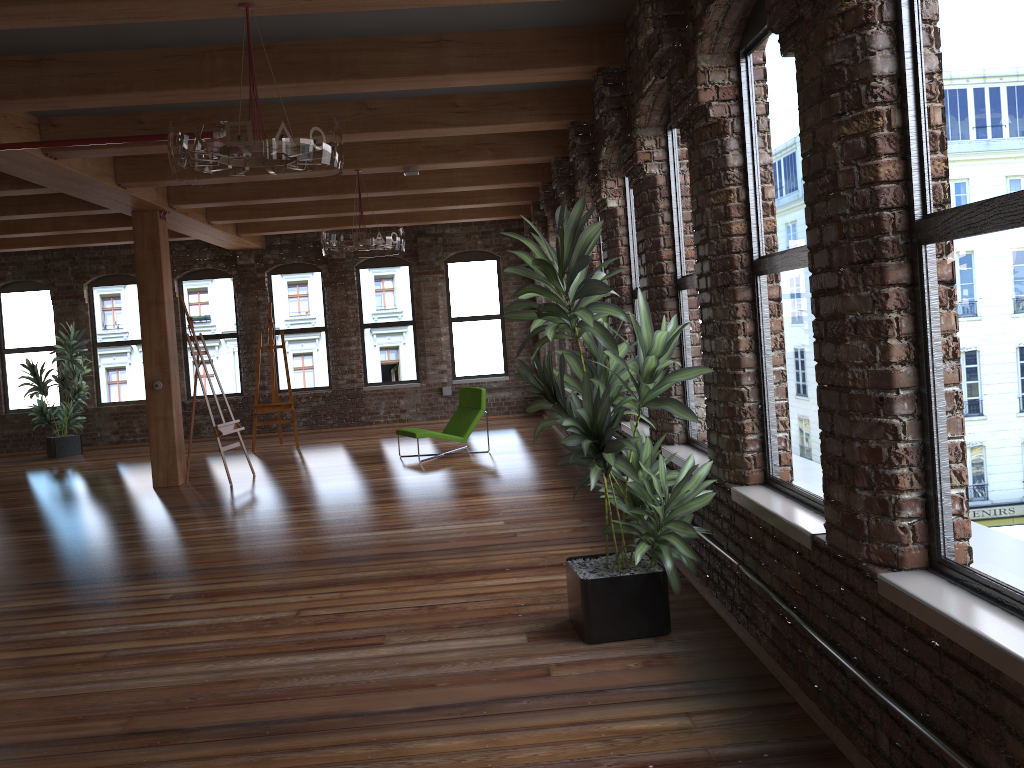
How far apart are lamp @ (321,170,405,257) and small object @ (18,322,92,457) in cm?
704

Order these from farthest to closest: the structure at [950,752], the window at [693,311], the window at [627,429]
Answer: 1. the window at [627,429]
2. the window at [693,311]
3. the structure at [950,752]

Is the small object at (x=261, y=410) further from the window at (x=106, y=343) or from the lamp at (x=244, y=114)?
the lamp at (x=244, y=114)

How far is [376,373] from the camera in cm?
1495

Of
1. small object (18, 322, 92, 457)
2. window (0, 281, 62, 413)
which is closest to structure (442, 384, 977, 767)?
small object (18, 322, 92, 457)

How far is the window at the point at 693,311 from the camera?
5.25m

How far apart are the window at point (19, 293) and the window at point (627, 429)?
11.45m

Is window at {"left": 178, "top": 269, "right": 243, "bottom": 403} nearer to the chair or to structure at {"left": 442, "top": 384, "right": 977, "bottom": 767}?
structure at {"left": 442, "top": 384, "right": 977, "bottom": 767}

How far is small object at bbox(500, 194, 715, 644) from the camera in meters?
4.0 m

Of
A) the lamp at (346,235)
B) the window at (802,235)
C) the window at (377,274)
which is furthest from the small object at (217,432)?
the window at (802,235)
